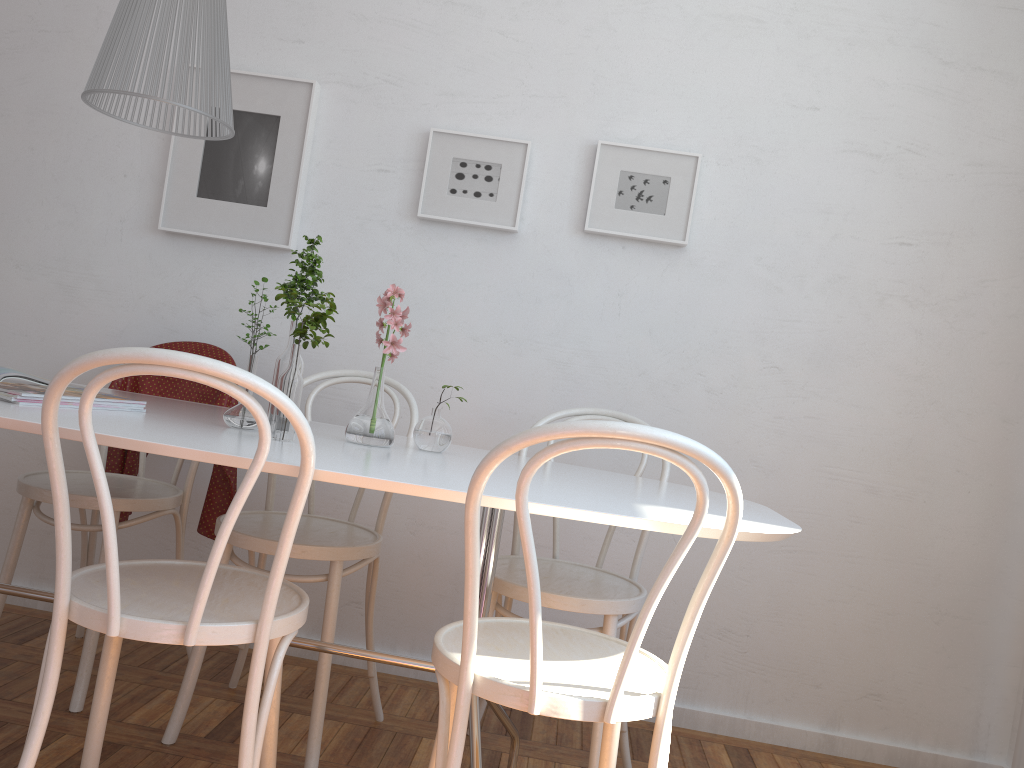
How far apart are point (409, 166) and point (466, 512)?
1.77m

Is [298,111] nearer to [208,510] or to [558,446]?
[208,510]

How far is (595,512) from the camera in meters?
1.4 m

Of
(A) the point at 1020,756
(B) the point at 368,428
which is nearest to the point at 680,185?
(B) the point at 368,428

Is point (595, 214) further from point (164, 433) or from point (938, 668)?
point (938, 668)

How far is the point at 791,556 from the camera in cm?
267

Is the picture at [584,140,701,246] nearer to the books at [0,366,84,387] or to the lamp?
the lamp

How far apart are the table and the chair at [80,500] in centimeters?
25cm

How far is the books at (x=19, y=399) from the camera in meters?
1.6 m

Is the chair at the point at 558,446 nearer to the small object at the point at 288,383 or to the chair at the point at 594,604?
the chair at the point at 594,604
